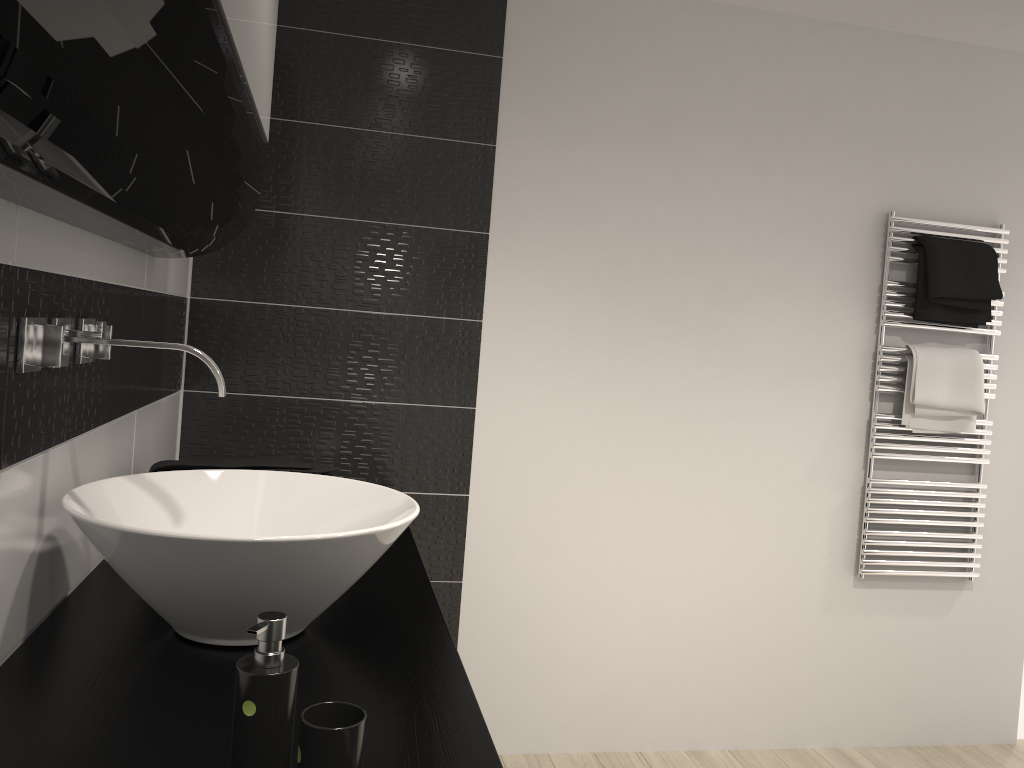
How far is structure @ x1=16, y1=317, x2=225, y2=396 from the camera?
1.2 meters

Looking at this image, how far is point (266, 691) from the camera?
0.89m

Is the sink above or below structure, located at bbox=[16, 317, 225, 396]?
below

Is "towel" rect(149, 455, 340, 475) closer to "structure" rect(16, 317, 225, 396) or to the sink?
the sink

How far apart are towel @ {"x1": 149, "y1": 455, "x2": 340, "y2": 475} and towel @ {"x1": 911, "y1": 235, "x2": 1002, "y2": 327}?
2.1m

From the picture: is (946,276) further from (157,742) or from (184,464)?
(157,742)

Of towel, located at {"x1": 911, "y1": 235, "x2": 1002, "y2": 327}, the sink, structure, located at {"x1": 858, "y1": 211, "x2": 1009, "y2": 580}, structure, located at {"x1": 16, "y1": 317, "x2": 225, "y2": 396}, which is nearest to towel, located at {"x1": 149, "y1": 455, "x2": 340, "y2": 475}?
the sink

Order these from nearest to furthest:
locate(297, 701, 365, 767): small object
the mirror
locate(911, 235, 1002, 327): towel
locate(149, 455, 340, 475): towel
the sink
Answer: the mirror
locate(297, 701, 365, 767): small object
the sink
locate(149, 455, 340, 475): towel
locate(911, 235, 1002, 327): towel

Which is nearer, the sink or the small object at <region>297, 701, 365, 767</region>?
the small object at <region>297, 701, 365, 767</region>

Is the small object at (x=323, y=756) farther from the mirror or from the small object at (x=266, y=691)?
the mirror
